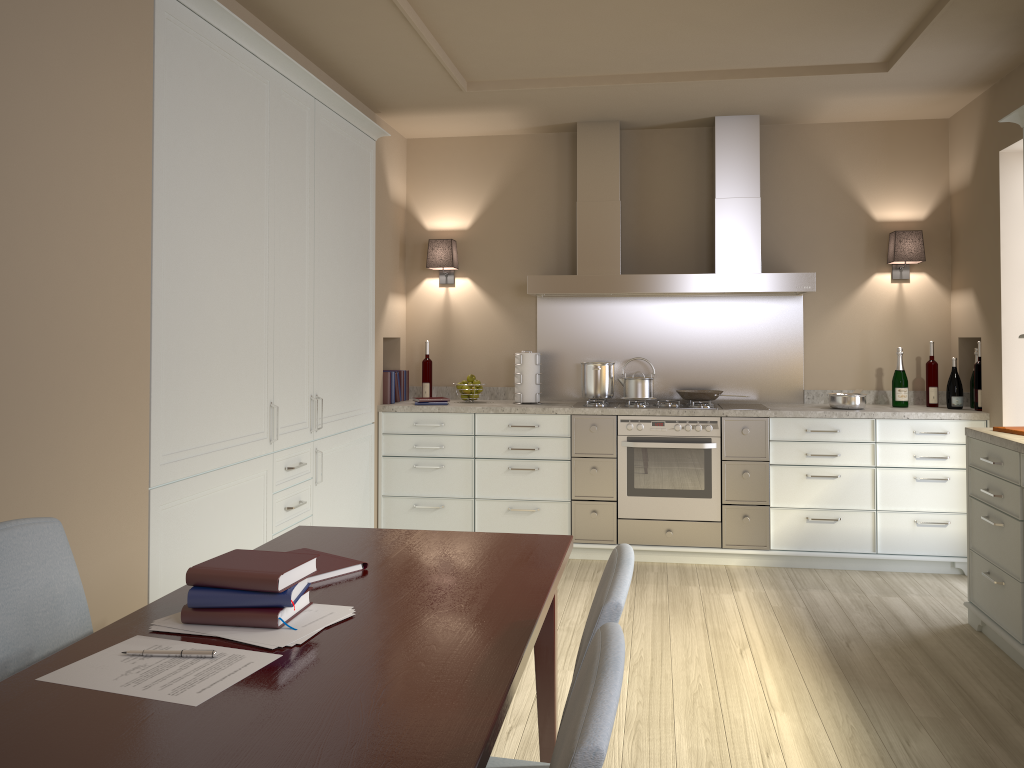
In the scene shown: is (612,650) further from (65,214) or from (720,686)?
(720,686)

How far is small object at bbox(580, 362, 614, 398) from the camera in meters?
5.0 m

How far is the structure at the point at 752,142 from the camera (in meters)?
4.89

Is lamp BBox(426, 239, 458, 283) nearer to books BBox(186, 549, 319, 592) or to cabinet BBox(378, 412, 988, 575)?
cabinet BBox(378, 412, 988, 575)

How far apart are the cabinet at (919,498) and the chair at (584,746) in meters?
3.6

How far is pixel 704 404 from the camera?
4.8m

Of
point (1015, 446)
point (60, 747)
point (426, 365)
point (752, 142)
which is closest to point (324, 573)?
point (60, 747)

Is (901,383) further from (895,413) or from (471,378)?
(471,378)

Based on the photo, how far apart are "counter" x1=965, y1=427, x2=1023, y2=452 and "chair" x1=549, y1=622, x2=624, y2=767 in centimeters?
264cm

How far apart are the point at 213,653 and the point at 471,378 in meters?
3.8
